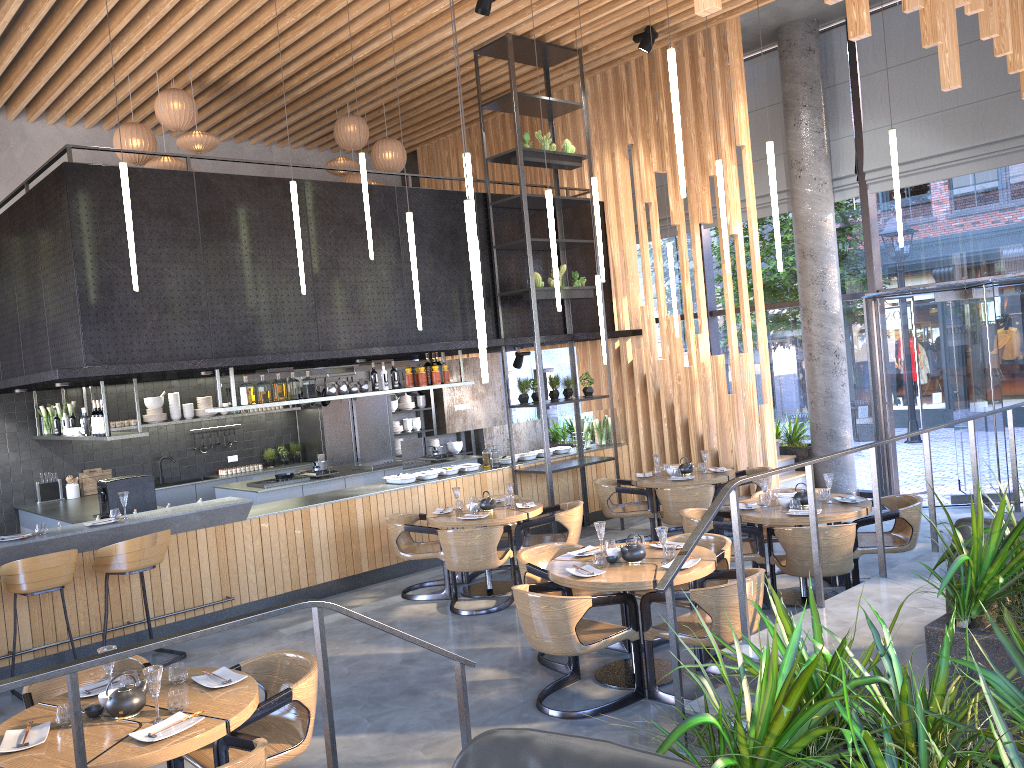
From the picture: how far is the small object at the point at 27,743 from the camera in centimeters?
356cm

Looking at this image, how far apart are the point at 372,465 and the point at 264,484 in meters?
1.5 m

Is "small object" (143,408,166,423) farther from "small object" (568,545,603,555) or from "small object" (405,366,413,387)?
"small object" (568,545,603,555)

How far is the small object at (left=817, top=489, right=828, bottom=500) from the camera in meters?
7.2

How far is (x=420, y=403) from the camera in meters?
14.7 m

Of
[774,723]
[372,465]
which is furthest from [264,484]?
[774,723]

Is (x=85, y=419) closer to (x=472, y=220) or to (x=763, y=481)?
(x=472, y=220)

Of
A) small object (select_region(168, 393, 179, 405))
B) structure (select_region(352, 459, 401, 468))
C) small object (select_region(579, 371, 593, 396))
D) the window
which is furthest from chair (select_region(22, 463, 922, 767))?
Result: the window

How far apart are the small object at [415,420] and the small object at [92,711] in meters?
10.8

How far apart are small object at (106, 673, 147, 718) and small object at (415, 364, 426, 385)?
6.16m
